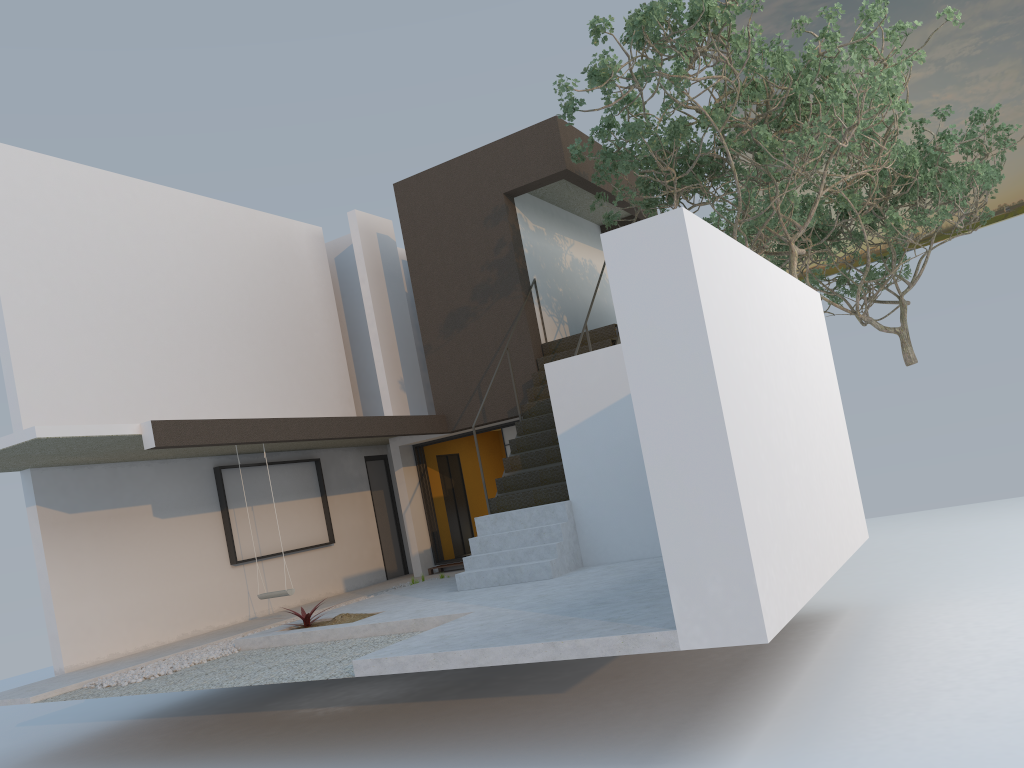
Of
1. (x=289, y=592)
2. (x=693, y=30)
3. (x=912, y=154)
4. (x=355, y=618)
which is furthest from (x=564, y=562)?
(x=912, y=154)

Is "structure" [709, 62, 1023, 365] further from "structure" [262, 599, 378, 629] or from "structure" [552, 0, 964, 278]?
"structure" [262, 599, 378, 629]

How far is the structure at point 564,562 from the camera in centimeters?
906cm

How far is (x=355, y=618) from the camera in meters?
8.5 m

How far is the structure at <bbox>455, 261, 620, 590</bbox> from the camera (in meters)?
9.06

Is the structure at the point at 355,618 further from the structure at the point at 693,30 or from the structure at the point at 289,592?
the structure at the point at 693,30

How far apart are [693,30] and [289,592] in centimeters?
717cm

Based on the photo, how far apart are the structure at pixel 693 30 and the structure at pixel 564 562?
1.55m

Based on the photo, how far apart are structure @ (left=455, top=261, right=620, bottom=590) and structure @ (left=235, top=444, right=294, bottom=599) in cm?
194

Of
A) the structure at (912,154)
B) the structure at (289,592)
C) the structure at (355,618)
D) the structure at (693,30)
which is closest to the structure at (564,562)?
the structure at (355,618)
